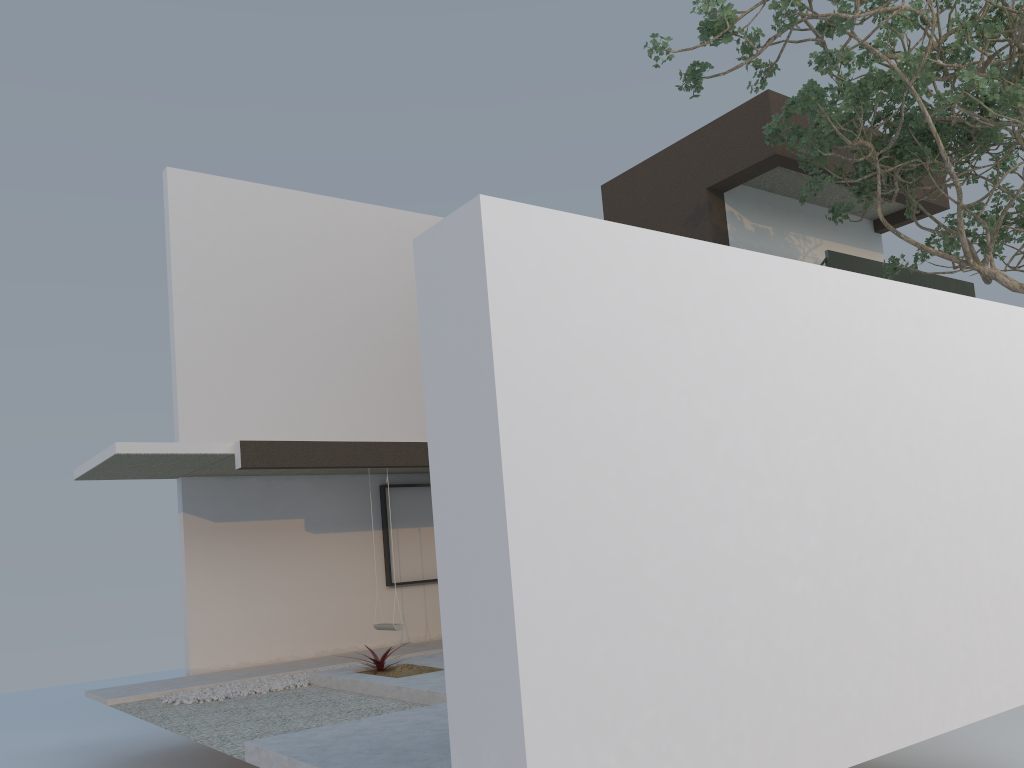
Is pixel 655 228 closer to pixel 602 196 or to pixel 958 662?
pixel 602 196

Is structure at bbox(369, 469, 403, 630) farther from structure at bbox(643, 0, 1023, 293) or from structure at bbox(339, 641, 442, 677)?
structure at bbox(643, 0, 1023, 293)

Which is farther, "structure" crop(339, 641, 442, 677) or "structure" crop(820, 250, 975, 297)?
"structure" crop(820, 250, 975, 297)

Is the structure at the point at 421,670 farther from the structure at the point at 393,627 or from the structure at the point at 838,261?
the structure at the point at 838,261

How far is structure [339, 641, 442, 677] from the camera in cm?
761

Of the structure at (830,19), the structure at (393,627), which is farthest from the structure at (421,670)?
the structure at (830,19)

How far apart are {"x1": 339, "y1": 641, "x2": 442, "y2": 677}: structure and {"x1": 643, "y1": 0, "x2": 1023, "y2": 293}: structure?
5.35m

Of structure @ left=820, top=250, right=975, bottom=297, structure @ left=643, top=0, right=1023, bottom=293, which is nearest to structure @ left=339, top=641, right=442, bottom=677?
structure @ left=643, top=0, right=1023, bottom=293

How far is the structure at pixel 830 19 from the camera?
6.67m

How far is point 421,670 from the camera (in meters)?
7.61
